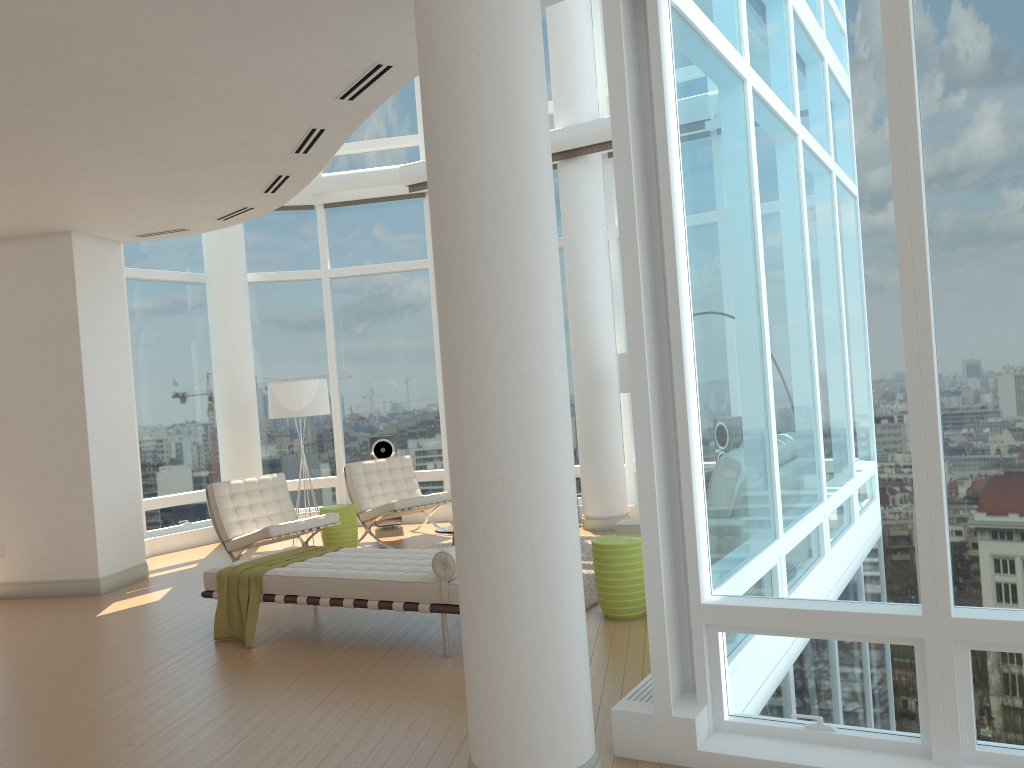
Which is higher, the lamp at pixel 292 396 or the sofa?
the lamp at pixel 292 396

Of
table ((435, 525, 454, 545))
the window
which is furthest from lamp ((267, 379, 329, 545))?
table ((435, 525, 454, 545))

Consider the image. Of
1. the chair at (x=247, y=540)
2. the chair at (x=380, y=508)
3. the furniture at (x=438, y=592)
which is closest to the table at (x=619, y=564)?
the furniture at (x=438, y=592)

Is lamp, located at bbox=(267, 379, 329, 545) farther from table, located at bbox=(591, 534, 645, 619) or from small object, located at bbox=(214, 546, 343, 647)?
table, located at bbox=(591, 534, 645, 619)

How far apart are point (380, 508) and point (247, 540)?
1.7 meters

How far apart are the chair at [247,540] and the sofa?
3.4m

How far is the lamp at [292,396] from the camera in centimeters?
967cm

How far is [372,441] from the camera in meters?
11.0

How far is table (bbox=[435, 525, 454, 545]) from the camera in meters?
7.9 m

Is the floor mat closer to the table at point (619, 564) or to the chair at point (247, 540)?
the table at point (619, 564)
